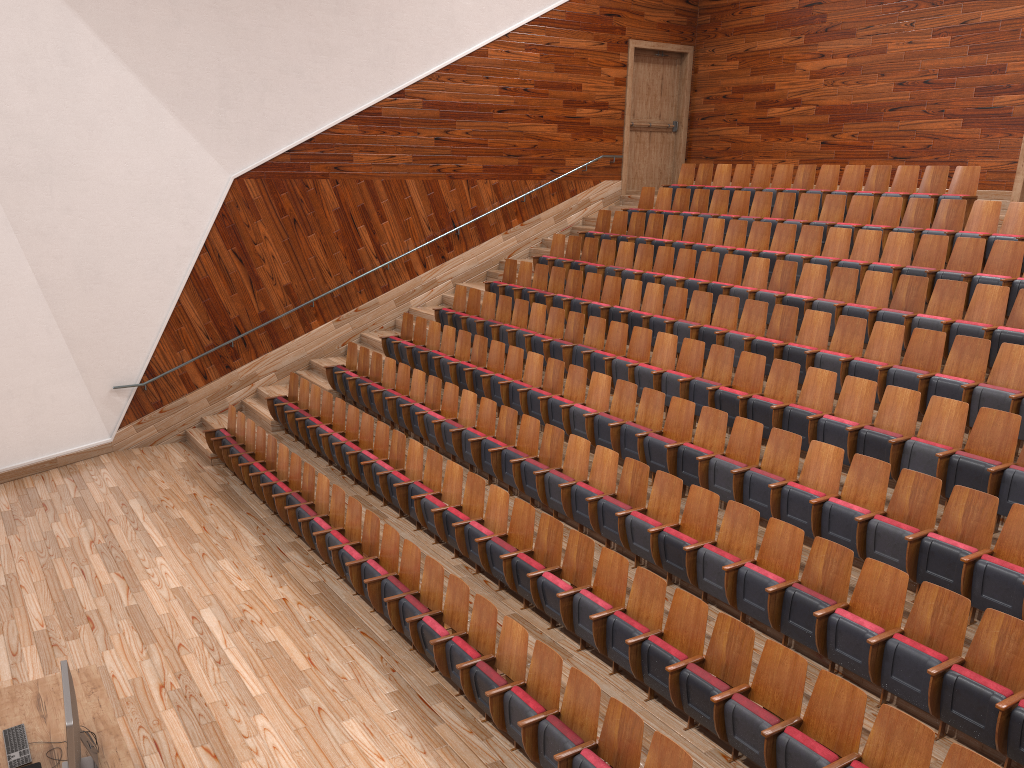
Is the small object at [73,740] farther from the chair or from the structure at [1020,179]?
the structure at [1020,179]

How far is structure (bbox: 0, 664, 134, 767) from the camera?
0.5 meters

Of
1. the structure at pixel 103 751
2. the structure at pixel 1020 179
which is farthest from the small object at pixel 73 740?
the structure at pixel 1020 179

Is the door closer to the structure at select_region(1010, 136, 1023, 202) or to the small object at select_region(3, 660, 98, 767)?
the structure at select_region(1010, 136, 1023, 202)

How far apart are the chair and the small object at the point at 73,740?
0.2m

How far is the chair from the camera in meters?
0.5 m

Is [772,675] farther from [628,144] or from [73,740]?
[628,144]

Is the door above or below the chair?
above

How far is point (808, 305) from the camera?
0.9m

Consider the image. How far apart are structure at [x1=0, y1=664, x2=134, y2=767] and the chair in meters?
0.2
